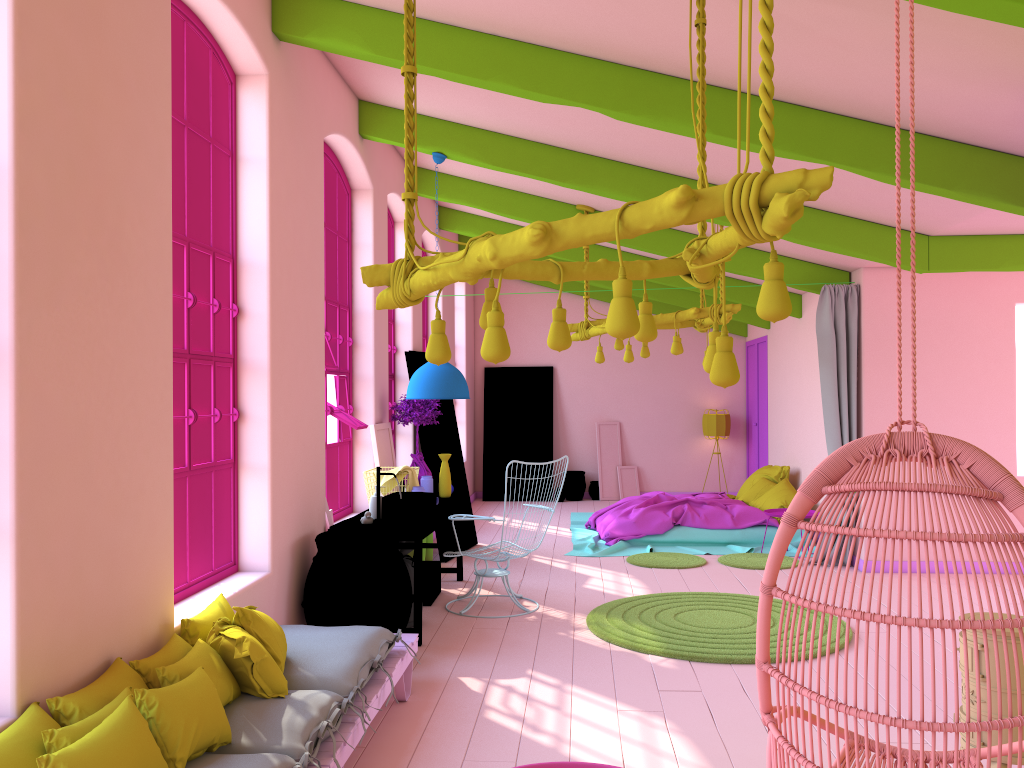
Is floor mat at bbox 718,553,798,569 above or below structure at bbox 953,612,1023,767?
below

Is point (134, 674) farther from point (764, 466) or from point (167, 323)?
point (764, 466)

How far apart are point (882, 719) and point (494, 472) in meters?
12.3 m

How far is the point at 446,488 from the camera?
7.86m

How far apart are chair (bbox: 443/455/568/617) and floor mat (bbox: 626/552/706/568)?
2.16m

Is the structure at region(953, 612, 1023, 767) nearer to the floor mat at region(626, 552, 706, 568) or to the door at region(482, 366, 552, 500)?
the floor mat at region(626, 552, 706, 568)

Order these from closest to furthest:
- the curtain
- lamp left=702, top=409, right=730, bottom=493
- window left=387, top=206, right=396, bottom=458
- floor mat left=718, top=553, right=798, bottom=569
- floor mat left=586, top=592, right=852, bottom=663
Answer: floor mat left=586, top=592, right=852, bottom=663 < the curtain < floor mat left=718, top=553, right=798, bottom=569 < window left=387, top=206, right=396, bottom=458 < lamp left=702, top=409, right=730, bottom=493

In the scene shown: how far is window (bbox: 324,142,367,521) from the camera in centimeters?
709cm

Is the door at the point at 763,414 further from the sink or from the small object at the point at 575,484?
the sink

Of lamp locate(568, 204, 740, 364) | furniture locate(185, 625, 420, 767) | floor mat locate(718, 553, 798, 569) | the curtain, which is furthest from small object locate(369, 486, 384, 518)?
the curtain
